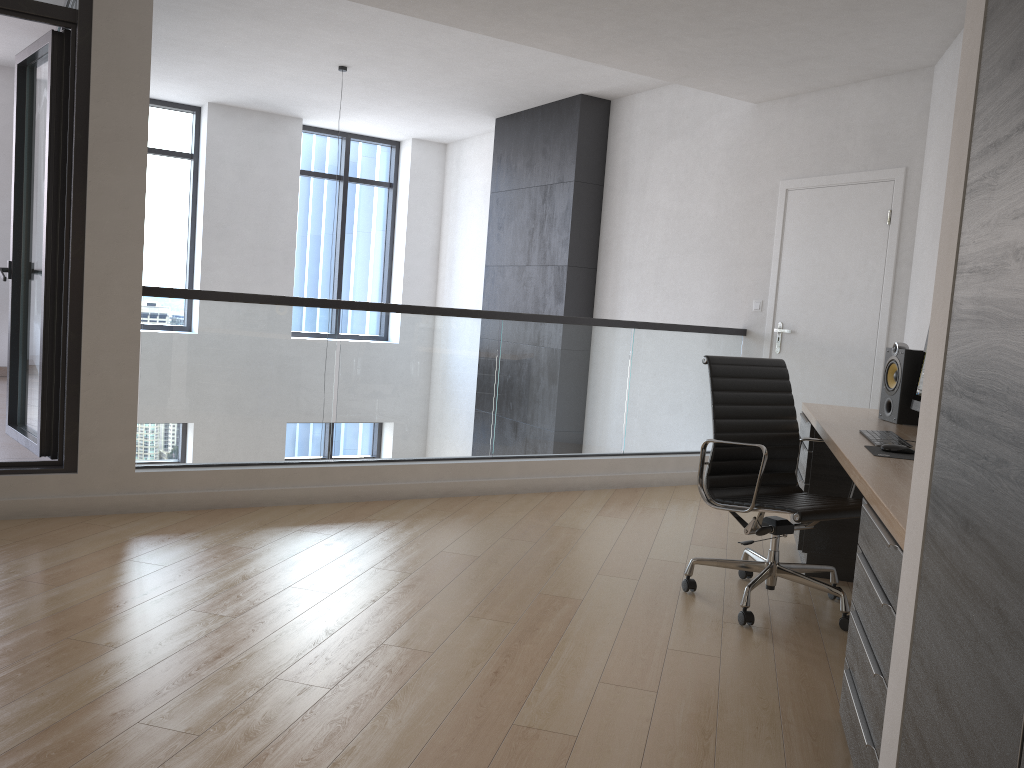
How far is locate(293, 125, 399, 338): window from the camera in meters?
10.3 m

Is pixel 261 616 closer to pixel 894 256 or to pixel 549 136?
pixel 894 256

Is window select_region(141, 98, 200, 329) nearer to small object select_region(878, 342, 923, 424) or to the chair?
the chair

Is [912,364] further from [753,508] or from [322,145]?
[322,145]

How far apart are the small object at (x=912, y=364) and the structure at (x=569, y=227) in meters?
4.0

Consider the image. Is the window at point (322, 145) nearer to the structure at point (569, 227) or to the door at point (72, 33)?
the structure at point (569, 227)

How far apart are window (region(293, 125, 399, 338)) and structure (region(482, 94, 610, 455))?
2.2 meters

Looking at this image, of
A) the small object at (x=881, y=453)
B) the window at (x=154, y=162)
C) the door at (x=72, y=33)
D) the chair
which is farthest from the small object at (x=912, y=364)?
the window at (x=154, y=162)

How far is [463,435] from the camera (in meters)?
5.30

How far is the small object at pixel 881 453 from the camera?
2.9 meters
